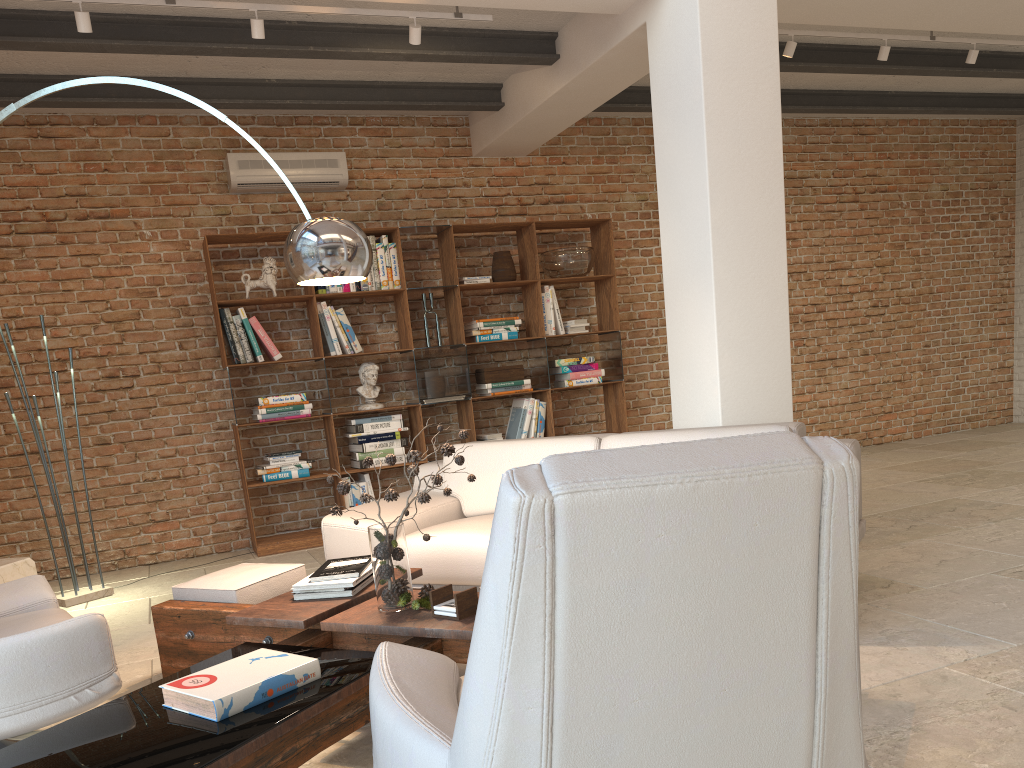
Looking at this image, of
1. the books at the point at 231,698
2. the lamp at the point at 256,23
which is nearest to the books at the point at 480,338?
the lamp at the point at 256,23

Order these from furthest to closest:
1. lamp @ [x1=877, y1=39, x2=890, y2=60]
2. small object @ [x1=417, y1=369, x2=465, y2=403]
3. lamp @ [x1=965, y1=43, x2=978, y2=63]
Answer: small object @ [x1=417, y1=369, x2=465, y2=403] < lamp @ [x1=965, y1=43, x2=978, y2=63] < lamp @ [x1=877, y1=39, x2=890, y2=60]

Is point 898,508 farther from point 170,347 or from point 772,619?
point 170,347

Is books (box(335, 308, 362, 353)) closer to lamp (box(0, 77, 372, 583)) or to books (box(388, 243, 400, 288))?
books (box(388, 243, 400, 288))

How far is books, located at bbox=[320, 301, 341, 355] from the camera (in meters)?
6.35

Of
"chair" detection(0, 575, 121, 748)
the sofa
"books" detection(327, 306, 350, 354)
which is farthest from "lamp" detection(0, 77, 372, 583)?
"books" detection(327, 306, 350, 354)

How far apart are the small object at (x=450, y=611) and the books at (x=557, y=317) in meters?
Answer: 4.6 m

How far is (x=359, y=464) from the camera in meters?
6.4 m

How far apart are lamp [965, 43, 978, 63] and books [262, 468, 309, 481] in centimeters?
542cm

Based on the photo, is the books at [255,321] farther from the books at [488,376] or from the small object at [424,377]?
the books at [488,376]
